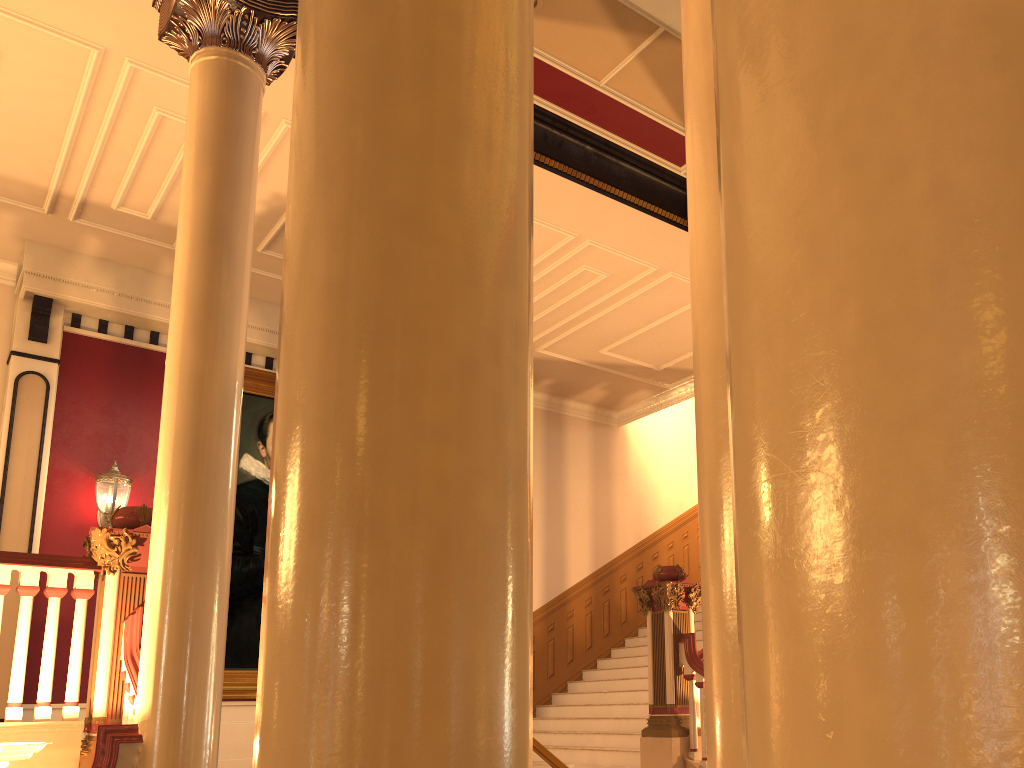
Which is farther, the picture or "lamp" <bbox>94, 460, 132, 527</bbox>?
the picture

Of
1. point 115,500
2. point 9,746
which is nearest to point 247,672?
point 115,500

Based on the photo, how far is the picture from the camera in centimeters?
859cm

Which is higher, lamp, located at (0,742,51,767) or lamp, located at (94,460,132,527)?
lamp, located at (94,460,132,527)

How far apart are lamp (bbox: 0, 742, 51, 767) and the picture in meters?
4.8 m

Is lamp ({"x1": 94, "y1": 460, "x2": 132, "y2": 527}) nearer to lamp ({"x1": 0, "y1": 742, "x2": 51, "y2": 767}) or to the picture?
the picture

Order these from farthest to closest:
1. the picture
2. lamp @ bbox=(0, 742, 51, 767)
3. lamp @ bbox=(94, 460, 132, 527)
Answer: → the picture
lamp @ bbox=(94, 460, 132, 527)
lamp @ bbox=(0, 742, 51, 767)

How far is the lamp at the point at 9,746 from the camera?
3.70m

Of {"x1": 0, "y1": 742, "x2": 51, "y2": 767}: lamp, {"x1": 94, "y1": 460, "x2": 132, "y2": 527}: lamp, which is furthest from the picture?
{"x1": 0, "y1": 742, "x2": 51, "y2": 767}: lamp
